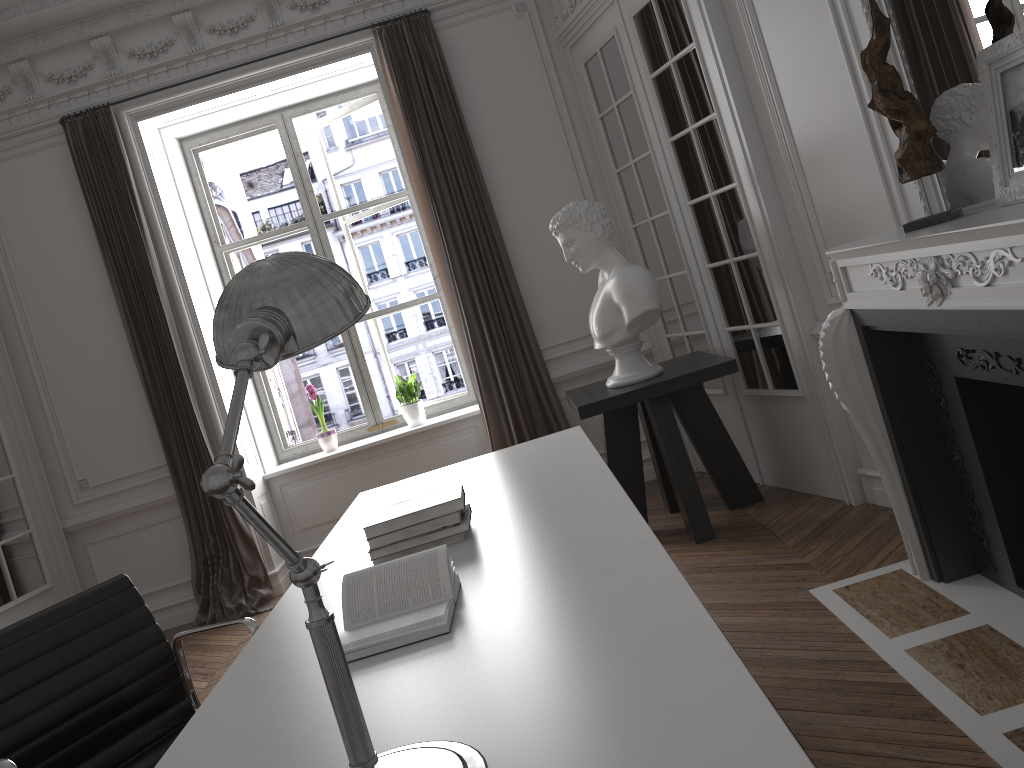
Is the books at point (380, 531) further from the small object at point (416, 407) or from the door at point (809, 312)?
the small object at point (416, 407)

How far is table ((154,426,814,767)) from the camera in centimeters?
109cm

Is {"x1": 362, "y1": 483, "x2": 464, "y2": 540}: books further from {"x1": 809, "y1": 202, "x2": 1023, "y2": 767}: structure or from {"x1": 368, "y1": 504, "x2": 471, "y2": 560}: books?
{"x1": 809, "y1": 202, "x2": 1023, "y2": 767}: structure

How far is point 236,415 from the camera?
1.0 meters

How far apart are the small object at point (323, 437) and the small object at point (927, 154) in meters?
4.1 m

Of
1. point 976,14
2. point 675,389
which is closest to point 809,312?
point 675,389

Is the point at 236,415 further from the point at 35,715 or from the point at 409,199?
the point at 409,199

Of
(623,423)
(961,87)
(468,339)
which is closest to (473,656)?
(961,87)

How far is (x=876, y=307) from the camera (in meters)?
2.67

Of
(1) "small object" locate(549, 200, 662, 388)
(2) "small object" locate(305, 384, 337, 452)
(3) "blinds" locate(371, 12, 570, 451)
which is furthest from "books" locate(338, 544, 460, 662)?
(2) "small object" locate(305, 384, 337, 452)
